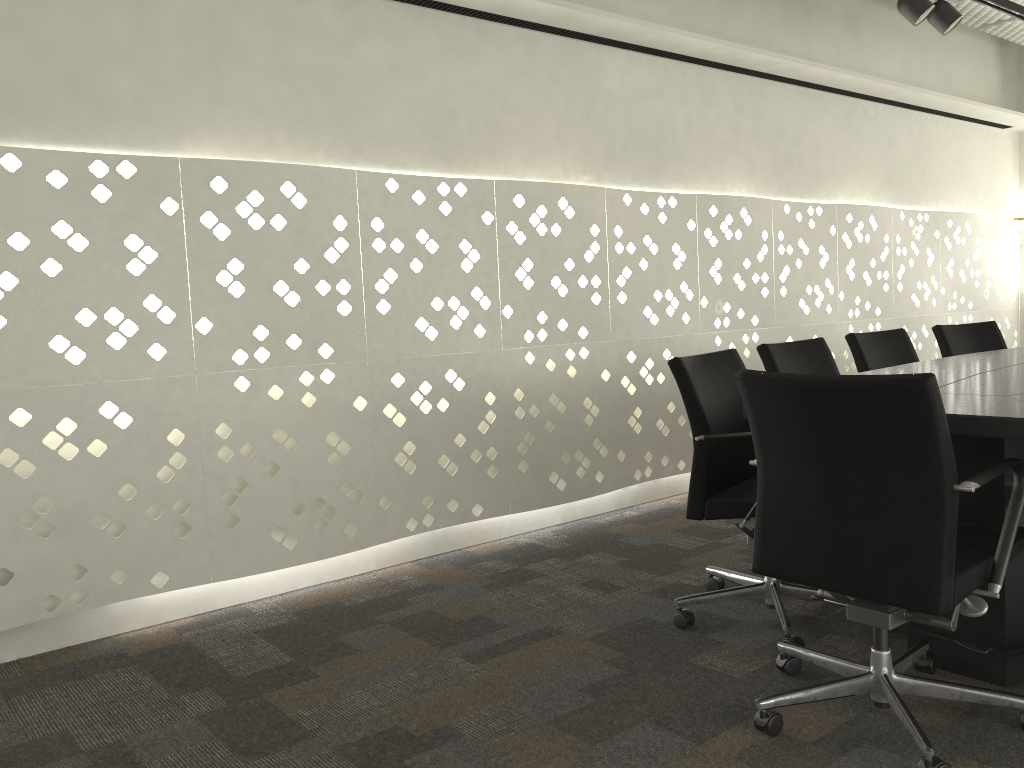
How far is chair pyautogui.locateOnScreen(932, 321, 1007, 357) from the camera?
3.84m

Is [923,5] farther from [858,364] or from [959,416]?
[959,416]

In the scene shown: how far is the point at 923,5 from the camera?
3.20m

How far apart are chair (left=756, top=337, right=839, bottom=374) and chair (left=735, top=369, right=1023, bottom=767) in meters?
1.0

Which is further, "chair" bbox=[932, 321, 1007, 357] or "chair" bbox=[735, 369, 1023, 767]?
"chair" bbox=[932, 321, 1007, 357]

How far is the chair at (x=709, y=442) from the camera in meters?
2.4

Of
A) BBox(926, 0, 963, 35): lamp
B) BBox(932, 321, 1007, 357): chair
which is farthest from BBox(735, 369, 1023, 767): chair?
BBox(926, 0, 963, 35): lamp

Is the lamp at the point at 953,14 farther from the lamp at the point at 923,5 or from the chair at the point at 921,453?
the chair at the point at 921,453

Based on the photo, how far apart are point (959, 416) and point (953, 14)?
2.31m

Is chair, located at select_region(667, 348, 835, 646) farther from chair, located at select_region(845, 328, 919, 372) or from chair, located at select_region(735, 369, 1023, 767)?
chair, located at select_region(845, 328, 919, 372)
